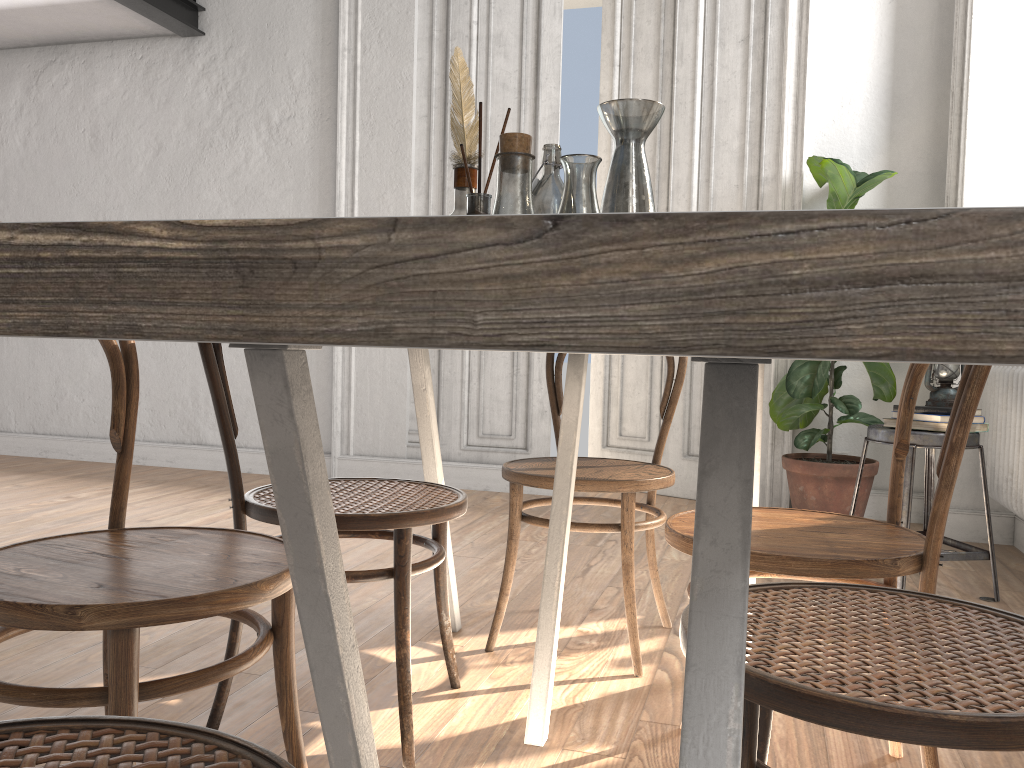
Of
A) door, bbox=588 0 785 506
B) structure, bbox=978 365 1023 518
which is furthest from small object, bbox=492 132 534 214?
door, bbox=588 0 785 506

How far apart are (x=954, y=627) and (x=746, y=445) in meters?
0.6 m

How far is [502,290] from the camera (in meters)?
0.19

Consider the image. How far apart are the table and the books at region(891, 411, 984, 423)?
1.1m

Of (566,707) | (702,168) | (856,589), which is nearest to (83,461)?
(702,168)

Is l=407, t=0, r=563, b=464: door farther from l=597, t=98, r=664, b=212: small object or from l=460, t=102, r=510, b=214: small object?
l=460, t=102, r=510, b=214: small object

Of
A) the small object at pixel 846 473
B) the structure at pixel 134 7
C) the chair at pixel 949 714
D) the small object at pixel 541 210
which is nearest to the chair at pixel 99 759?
the chair at pixel 949 714

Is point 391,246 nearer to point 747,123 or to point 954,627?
point 954,627

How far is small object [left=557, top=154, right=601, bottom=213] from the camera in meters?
1.3 m

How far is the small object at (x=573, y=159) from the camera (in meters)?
1.30
